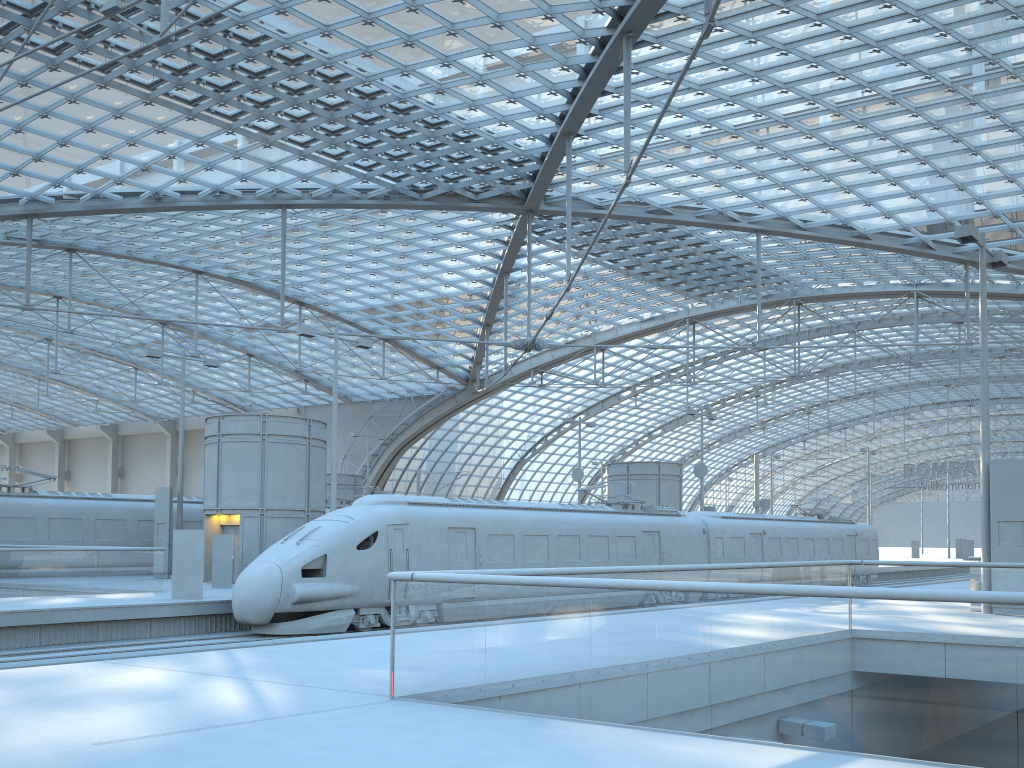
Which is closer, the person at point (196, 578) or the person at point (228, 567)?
→ the person at point (196, 578)

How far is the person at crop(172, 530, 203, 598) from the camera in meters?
20.7 m

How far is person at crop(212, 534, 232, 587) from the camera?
25.1 meters

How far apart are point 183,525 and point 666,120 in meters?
23.8

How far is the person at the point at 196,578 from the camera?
20.7 meters

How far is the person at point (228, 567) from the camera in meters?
25.1 m

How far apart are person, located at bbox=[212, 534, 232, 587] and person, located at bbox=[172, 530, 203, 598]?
4.28m

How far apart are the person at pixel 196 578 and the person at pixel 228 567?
4.3m

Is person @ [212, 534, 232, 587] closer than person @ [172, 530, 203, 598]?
No
